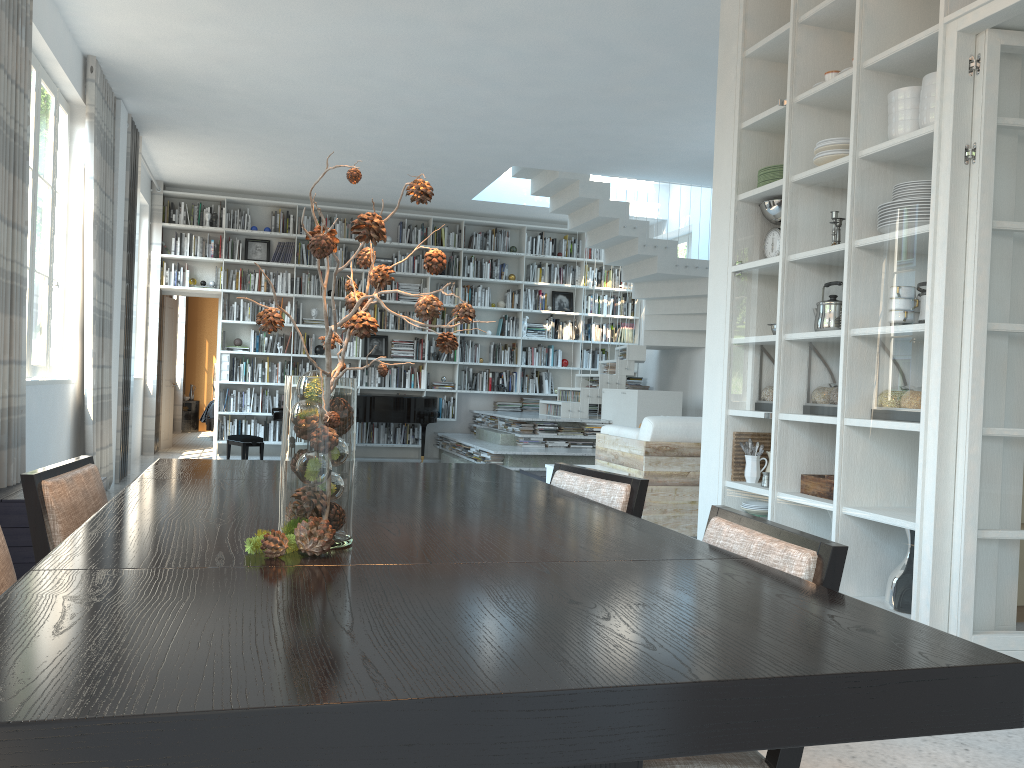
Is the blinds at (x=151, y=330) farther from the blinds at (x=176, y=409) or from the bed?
the blinds at (x=176, y=409)

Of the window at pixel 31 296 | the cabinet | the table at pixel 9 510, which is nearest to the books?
the window at pixel 31 296

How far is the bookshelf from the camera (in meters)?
10.87

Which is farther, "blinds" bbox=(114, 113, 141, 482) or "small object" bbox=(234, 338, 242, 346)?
"small object" bbox=(234, 338, 242, 346)

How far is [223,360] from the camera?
10.69m

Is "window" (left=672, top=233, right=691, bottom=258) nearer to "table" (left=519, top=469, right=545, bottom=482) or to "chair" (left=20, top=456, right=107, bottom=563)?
"table" (left=519, top=469, right=545, bottom=482)

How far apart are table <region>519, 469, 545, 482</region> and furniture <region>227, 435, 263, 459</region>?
3.1 meters

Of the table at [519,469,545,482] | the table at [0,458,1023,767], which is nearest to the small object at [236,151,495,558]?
the table at [0,458,1023,767]

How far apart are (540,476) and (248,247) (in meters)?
5.40

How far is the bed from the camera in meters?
13.0 m
